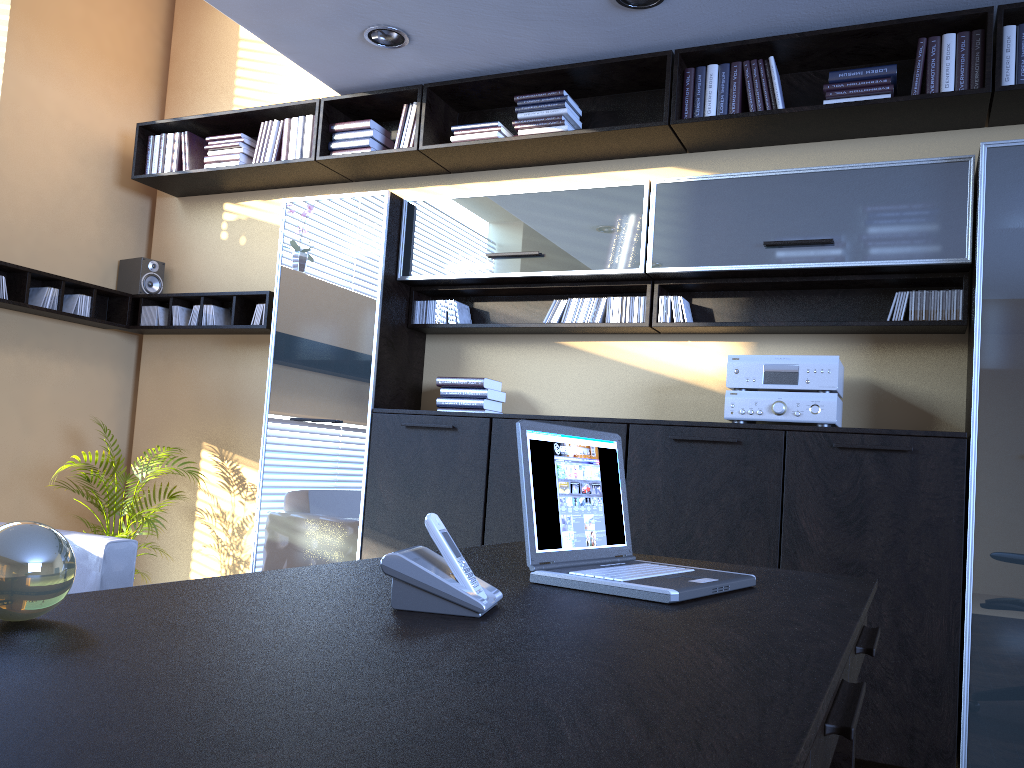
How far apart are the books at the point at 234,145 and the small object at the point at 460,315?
1.7 meters

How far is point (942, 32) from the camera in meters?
3.6 m

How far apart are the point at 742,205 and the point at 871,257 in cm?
57

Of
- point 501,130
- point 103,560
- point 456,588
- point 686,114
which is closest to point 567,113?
point 501,130

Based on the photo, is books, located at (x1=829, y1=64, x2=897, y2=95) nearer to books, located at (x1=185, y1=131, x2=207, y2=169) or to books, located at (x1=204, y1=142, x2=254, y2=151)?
books, located at (x1=204, y1=142, x2=254, y2=151)

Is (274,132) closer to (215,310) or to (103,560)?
(215,310)

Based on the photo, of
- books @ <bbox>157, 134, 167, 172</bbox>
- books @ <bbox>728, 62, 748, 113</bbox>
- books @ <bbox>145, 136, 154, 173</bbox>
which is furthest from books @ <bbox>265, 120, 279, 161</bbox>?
books @ <bbox>728, 62, 748, 113</bbox>

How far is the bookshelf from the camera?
3.6m

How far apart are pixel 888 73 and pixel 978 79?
0.3 meters

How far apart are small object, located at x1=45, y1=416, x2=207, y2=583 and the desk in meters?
3.1
